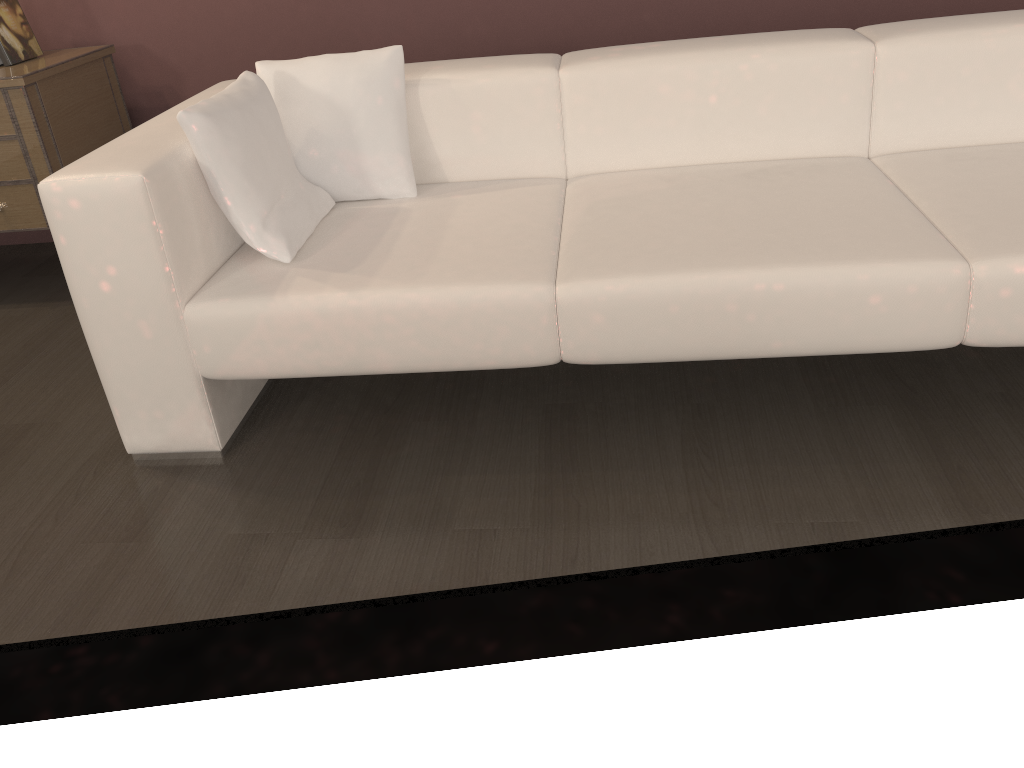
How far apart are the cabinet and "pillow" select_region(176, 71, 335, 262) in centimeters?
87cm

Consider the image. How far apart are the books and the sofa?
0.82m

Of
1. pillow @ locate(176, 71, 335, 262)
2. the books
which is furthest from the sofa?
the books

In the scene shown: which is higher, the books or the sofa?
the books

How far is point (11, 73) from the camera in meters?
2.5

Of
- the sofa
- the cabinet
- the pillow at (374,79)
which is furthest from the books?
the pillow at (374,79)

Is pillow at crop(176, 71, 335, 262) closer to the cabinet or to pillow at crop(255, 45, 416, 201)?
Answer: pillow at crop(255, 45, 416, 201)

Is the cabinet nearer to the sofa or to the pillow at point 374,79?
the sofa

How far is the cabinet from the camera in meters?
2.5 m

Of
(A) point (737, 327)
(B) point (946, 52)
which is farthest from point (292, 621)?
(B) point (946, 52)
